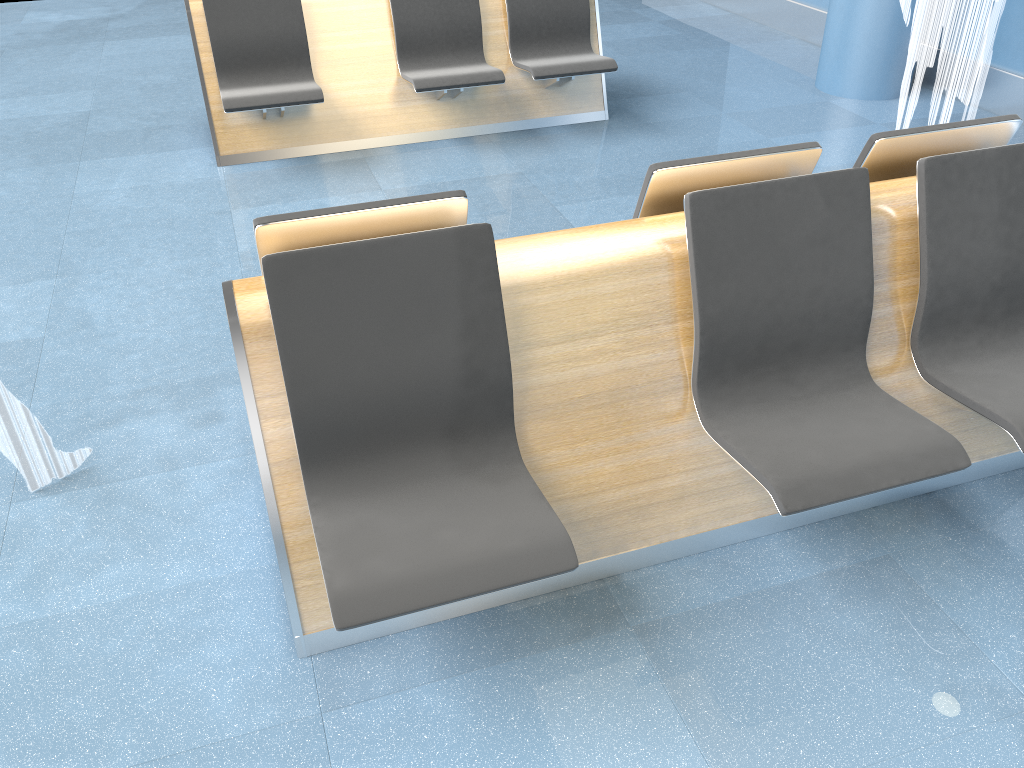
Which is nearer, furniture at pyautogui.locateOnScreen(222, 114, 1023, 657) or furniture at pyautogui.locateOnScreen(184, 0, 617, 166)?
furniture at pyautogui.locateOnScreen(222, 114, 1023, 657)

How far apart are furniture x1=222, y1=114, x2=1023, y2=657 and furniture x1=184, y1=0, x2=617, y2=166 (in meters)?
2.66

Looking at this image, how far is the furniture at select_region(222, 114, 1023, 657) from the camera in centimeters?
185cm

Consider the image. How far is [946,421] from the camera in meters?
2.5 m

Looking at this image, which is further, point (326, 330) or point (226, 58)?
point (226, 58)

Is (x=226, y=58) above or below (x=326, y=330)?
below

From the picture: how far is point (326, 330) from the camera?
1.85m

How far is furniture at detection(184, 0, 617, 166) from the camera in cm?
461

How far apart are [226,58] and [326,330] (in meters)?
3.36
